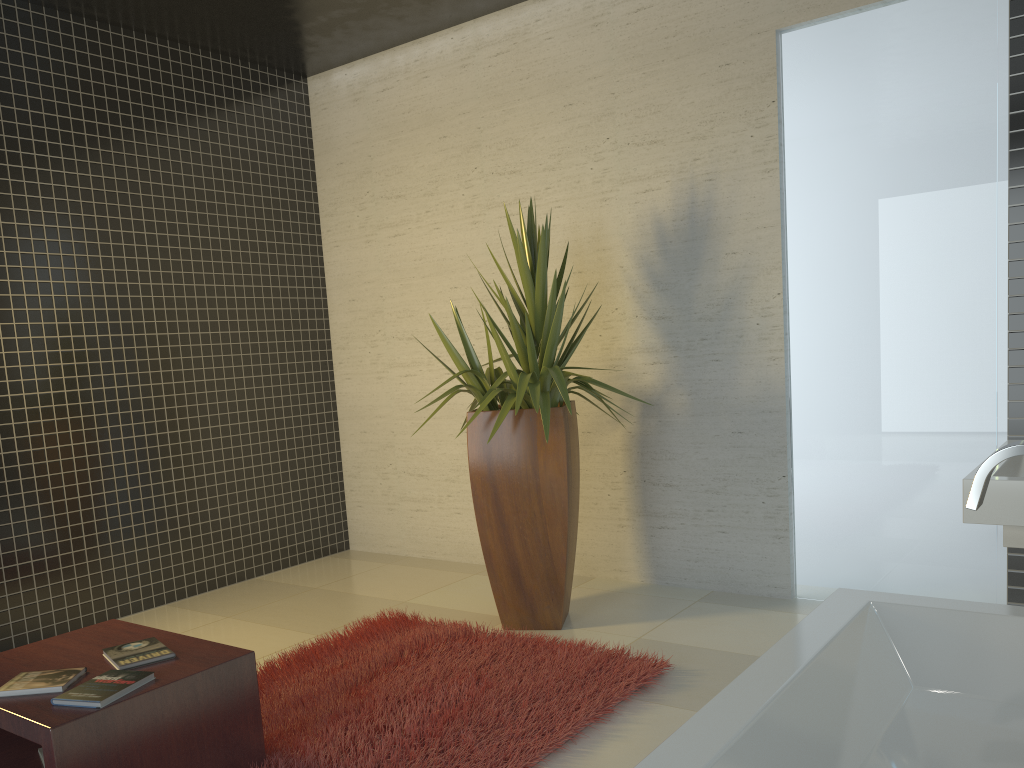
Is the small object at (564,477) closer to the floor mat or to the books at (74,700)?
the floor mat

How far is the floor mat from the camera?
2.9m

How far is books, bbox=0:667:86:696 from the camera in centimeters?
255cm

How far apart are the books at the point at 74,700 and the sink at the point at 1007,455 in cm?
200

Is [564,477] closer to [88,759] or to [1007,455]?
[88,759]

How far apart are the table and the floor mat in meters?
0.1 m

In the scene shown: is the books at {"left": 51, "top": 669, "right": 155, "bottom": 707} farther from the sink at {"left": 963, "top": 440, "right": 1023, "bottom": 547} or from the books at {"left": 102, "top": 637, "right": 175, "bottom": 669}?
the sink at {"left": 963, "top": 440, "right": 1023, "bottom": 547}

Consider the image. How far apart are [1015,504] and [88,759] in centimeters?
250cm

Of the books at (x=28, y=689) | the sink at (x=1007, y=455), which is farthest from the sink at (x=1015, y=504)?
the books at (x=28, y=689)

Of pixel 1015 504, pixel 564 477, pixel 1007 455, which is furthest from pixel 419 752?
pixel 1007 455
